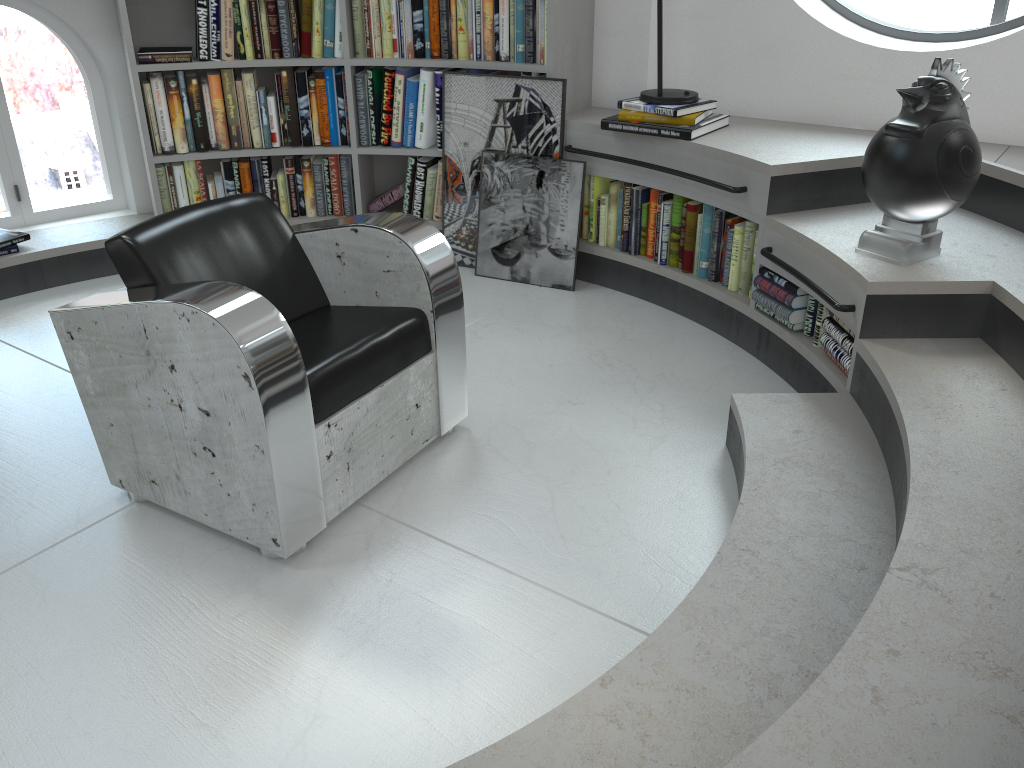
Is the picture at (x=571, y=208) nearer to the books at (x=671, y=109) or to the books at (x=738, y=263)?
the books at (x=738, y=263)

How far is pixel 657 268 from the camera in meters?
3.6

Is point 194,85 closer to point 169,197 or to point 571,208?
point 169,197

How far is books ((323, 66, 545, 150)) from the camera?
3.9 meters

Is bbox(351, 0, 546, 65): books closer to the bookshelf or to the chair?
the bookshelf

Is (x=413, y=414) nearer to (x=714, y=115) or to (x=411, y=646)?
(x=411, y=646)

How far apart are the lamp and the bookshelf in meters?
0.4 m

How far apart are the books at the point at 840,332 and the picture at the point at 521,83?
1.1 meters

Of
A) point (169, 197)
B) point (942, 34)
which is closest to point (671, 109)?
point (942, 34)

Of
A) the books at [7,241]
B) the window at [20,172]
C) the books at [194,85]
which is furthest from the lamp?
the books at [7,241]
